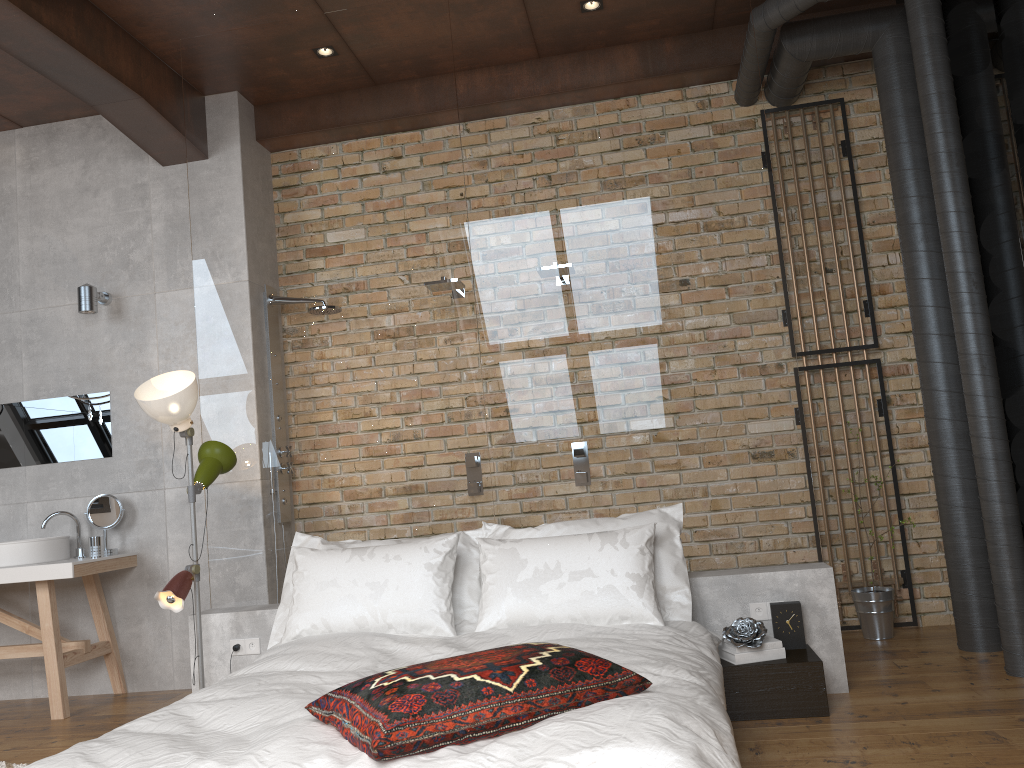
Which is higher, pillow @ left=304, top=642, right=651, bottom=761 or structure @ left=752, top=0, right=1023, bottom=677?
structure @ left=752, top=0, right=1023, bottom=677

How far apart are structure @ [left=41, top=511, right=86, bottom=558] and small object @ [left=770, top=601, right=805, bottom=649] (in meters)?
3.65

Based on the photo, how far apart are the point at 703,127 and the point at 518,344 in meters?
1.3 m

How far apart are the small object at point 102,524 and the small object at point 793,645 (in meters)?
3.51

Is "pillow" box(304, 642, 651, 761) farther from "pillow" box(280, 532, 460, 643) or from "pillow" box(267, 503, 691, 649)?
"pillow" box(267, 503, 691, 649)

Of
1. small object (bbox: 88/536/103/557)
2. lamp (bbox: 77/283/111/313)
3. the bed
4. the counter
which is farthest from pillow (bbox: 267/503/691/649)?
lamp (bbox: 77/283/111/313)

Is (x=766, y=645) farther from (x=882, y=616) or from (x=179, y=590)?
(x=179, y=590)

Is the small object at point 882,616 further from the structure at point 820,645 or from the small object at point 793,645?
the small object at point 793,645

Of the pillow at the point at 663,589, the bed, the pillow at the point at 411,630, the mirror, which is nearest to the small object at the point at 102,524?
the mirror

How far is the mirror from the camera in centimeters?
510cm
